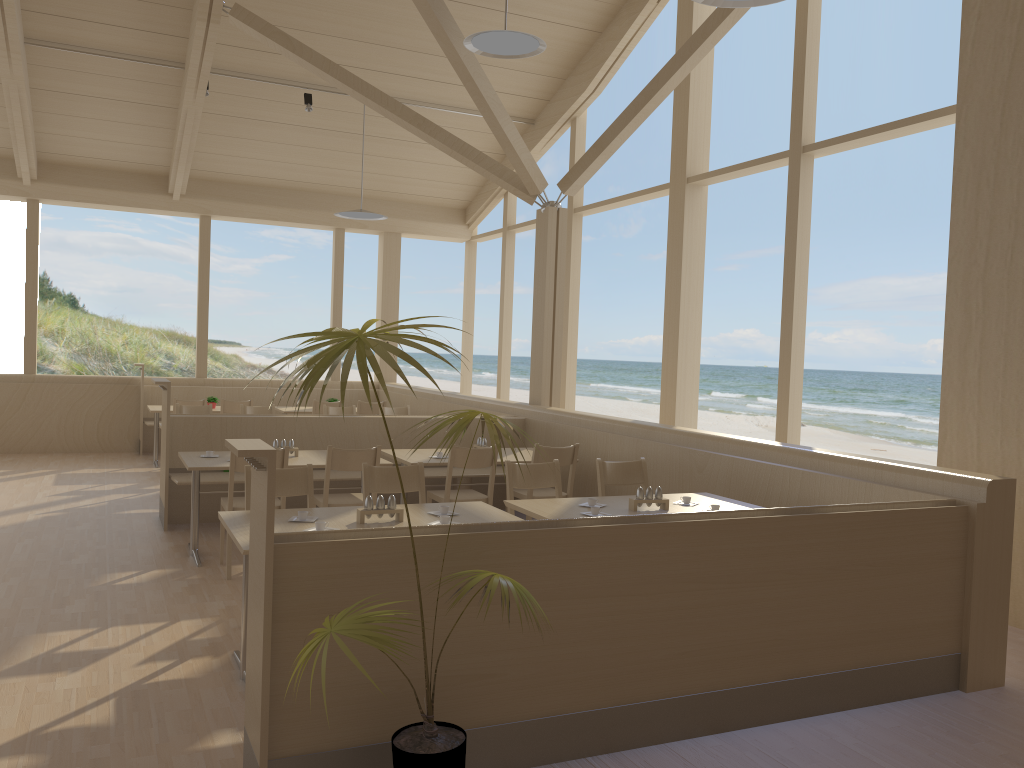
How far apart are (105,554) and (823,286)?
32.9m

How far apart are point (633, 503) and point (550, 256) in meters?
4.1 m

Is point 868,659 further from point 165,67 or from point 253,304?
point 253,304

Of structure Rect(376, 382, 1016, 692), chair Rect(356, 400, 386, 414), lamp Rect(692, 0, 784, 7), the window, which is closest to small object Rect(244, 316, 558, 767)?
structure Rect(376, 382, 1016, 692)

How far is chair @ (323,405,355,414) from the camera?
9.07m

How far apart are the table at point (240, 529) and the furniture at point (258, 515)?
0.6m

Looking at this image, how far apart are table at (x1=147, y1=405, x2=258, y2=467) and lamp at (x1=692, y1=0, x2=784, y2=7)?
7.5 meters

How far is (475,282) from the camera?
12.8 meters

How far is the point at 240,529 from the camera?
3.6 meters

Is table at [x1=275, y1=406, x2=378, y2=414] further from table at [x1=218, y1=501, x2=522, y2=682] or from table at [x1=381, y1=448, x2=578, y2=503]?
table at [x1=218, y1=501, x2=522, y2=682]
